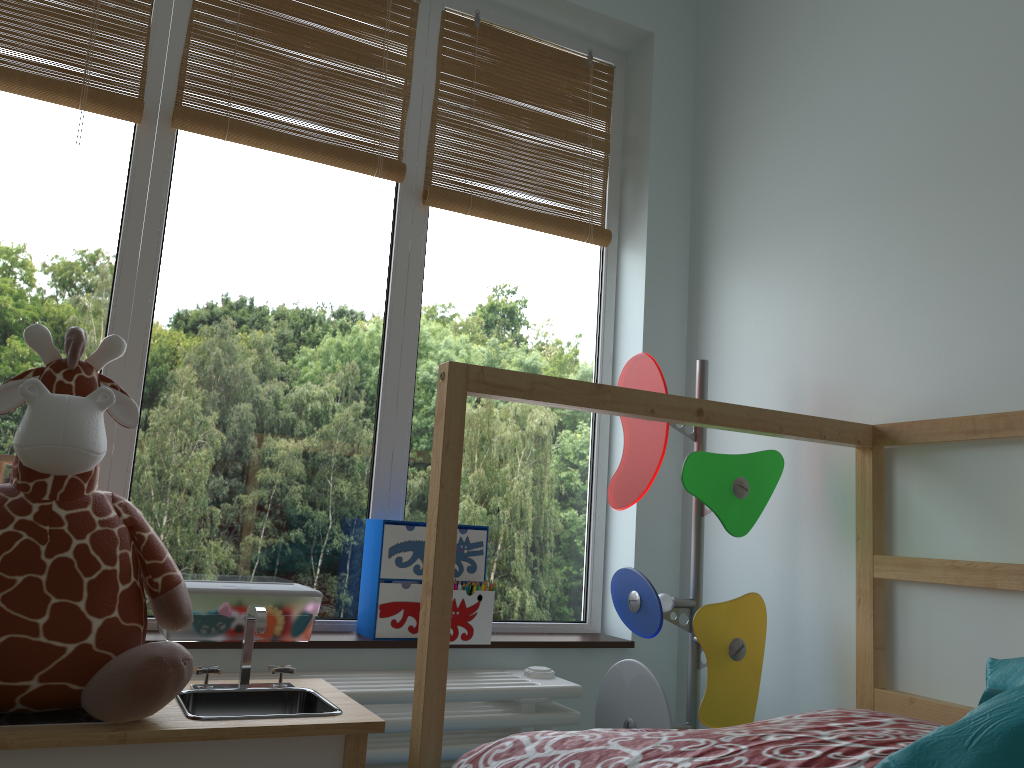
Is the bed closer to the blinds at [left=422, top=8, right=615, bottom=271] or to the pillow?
the pillow

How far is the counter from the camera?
1.05m

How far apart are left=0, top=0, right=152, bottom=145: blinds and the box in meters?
0.9 m

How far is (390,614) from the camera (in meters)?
1.81

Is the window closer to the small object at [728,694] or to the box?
the box

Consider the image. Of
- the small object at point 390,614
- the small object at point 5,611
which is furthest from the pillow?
the small object at point 390,614

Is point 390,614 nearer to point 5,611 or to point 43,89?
point 5,611

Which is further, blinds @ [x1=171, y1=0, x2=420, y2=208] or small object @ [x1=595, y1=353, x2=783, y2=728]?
blinds @ [x1=171, y1=0, x2=420, y2=208]

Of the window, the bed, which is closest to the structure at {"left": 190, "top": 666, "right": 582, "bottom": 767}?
the window

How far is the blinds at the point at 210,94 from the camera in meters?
1.9
